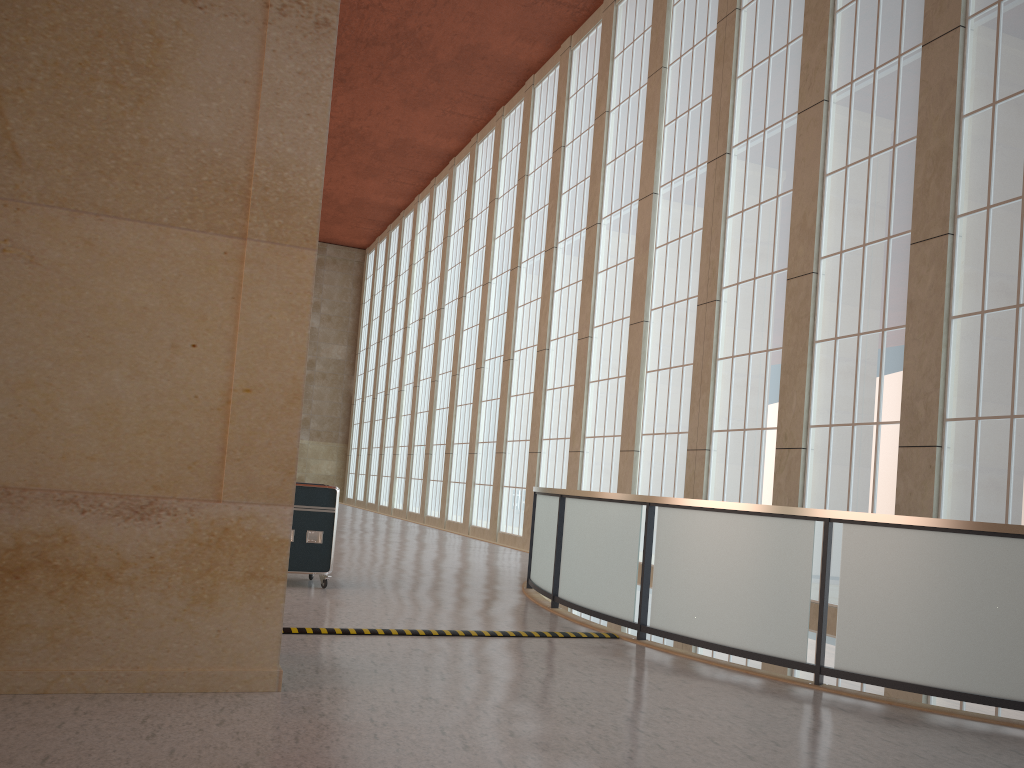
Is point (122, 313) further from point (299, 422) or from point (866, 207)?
point (866, 207)

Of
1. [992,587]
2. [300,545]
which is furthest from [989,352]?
[300,545]

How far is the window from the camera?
13.8m

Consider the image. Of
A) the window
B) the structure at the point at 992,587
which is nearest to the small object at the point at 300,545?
the structure at the point at 992,587

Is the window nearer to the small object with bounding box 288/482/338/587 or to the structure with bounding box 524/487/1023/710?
the structure with bounding box 524/487/1023/710

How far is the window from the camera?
13.8 meters

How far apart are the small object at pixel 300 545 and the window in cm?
921

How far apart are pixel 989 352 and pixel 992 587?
7.0 meters

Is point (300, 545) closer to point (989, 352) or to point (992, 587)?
point (992, 587)

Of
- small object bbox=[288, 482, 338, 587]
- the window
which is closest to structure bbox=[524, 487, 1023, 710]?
small object bbox=[288, 482, 338, 587]
